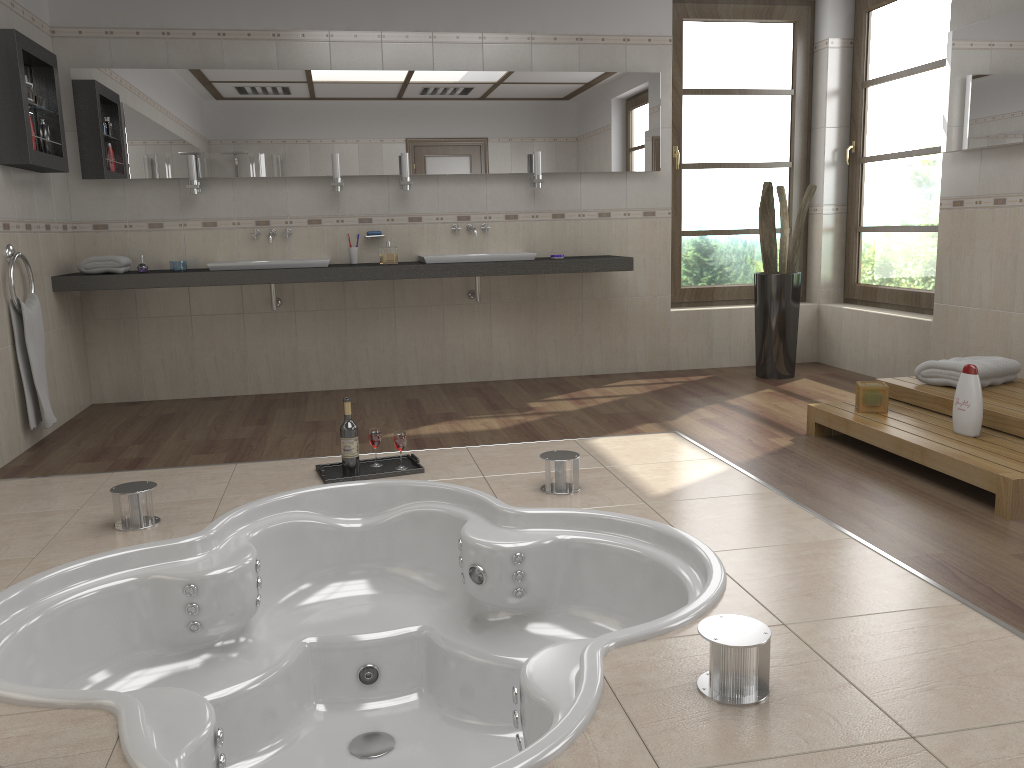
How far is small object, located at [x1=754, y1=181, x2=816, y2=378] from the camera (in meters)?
5.38

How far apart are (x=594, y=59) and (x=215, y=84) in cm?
227

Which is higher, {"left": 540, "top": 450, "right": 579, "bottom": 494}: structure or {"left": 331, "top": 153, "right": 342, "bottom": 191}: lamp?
{"left": 331, "top": 153, "right": 342, "bottom": 191}: lamp

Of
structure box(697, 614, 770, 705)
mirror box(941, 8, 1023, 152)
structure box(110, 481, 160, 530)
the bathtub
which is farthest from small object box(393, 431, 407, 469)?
mirror box(941, 8, 1023, 152)

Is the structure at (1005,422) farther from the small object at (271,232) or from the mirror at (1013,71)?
the small object at (271,232)

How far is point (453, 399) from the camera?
5.14m

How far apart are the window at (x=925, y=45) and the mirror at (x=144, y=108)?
1.3m

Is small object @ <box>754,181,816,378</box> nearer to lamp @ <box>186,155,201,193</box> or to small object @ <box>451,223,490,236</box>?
small object @ <box>451,223,490,236</box>

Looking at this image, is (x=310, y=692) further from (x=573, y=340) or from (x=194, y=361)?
(x=573, y=340)

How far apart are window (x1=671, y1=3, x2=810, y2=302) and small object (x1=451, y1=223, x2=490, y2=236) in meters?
1.3
